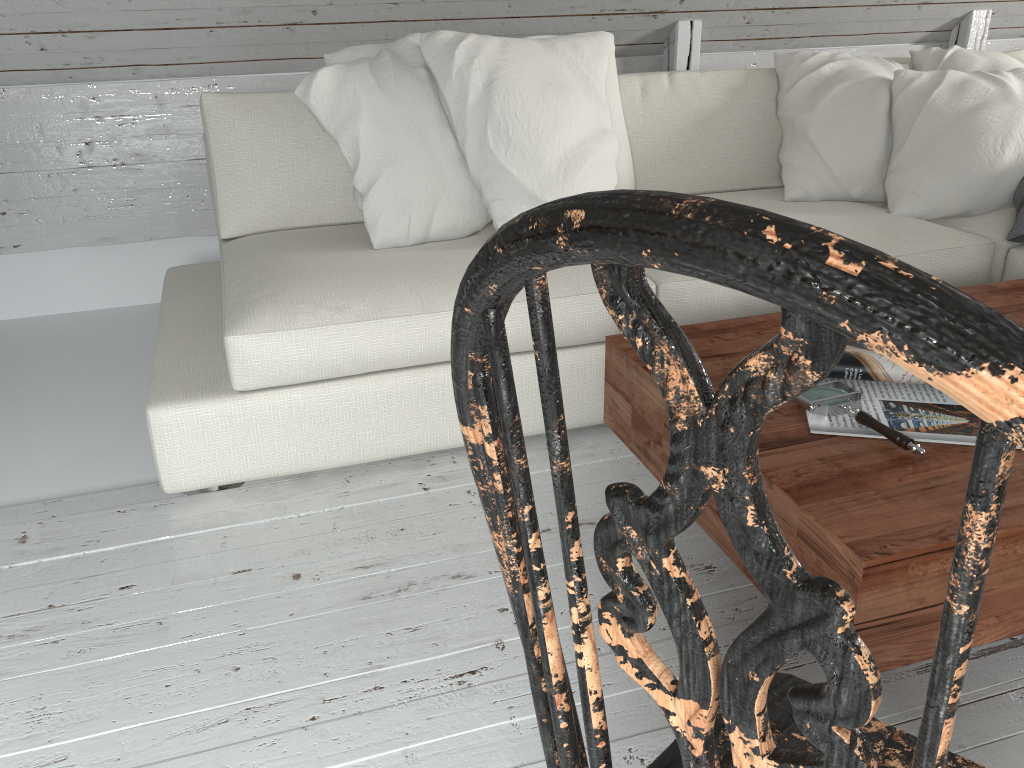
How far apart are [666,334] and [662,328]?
0.00m

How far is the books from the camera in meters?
1.3

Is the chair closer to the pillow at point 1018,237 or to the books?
the books

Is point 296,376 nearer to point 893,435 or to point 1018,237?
point 893,435

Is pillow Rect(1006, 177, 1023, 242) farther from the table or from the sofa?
the table

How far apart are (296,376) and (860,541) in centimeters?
113cm

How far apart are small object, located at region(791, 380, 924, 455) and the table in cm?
1

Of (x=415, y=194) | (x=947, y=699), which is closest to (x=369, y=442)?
(x=415, y=194)

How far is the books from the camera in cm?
127

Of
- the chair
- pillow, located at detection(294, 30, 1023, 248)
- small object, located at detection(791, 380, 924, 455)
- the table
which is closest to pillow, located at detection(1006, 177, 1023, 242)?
pillow, located at detection(294, 30, 1023, 248)
